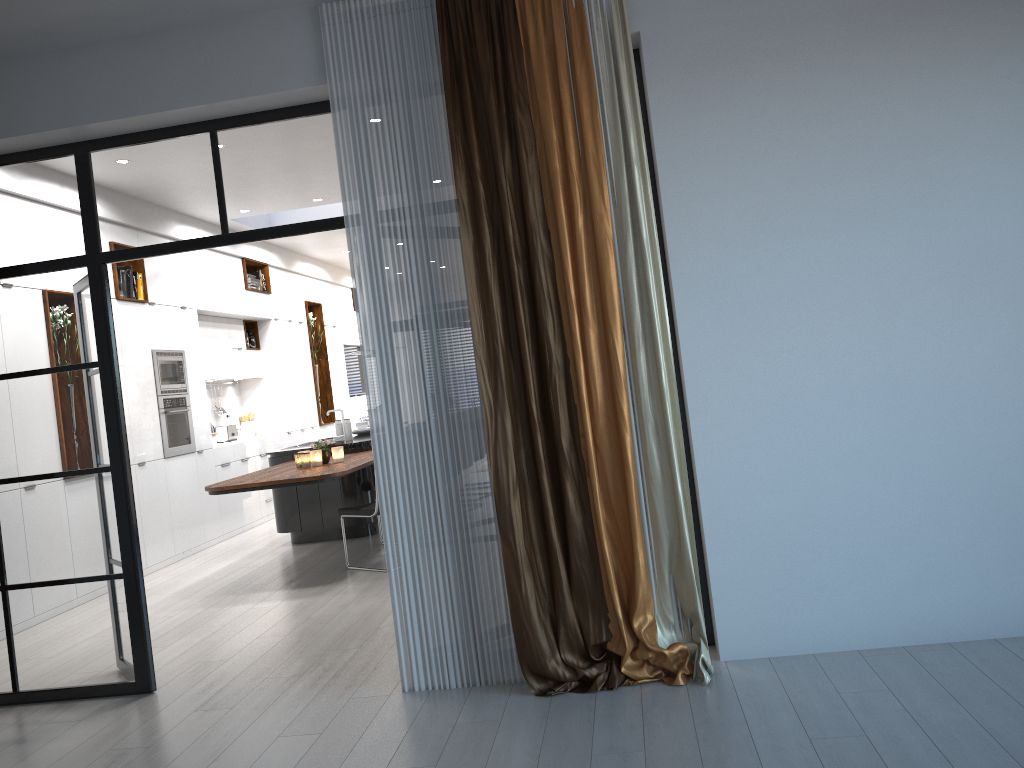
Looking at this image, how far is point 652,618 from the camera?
3.6 meters

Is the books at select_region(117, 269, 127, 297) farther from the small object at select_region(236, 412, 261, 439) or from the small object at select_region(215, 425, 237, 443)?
the small object at select_region(236, 412, 261, 439)

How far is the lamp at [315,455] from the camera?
6.96m

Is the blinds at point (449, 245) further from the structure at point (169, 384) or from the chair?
the structure at point (169, 384)

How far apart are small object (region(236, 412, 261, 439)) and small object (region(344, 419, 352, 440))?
3.0m

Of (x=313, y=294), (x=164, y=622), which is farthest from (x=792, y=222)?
A: (x=313, y=294)

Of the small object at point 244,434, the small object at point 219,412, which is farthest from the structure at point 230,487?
the small object at point 244,434

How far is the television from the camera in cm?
1426

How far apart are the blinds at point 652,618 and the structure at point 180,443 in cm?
493

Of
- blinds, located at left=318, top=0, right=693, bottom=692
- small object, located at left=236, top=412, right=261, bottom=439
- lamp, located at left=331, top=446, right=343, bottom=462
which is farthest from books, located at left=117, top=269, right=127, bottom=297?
blinds, located at left=318, top=0, right=693, bottom=692
